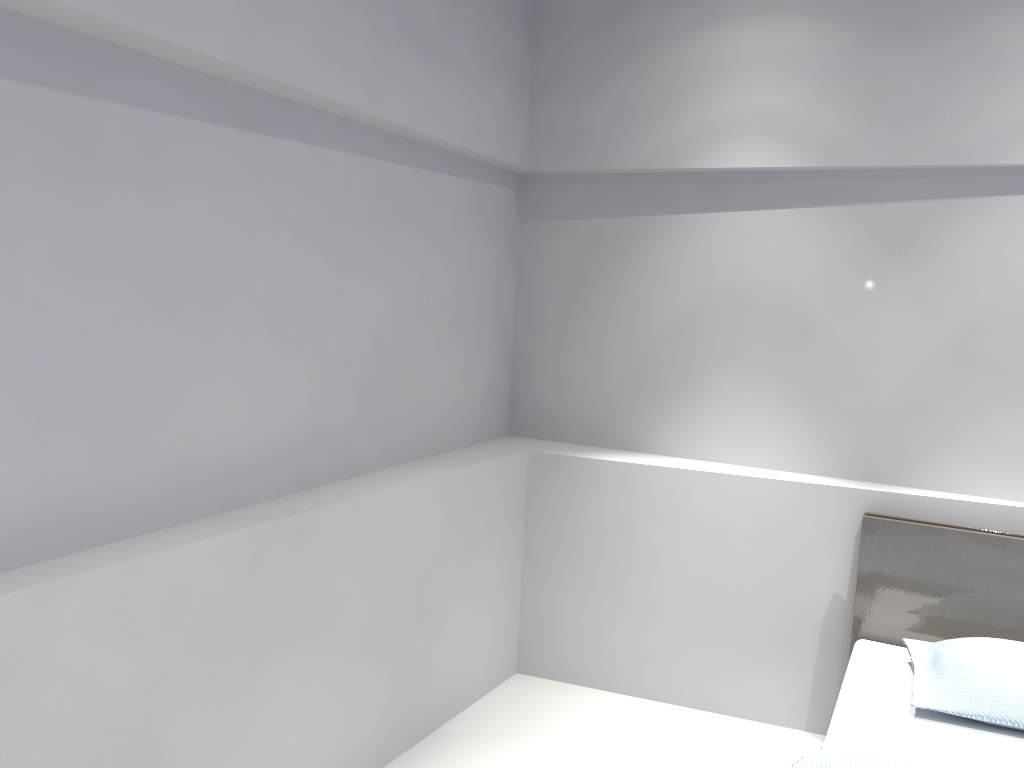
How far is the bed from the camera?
2.2 meters

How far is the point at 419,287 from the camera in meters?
3.1 m

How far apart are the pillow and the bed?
0.0 meters

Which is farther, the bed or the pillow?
the pillow

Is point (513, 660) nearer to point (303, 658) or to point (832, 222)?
point (303, 658)

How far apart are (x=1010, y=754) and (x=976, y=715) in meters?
0.1

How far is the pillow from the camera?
2.3m

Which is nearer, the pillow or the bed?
the bed

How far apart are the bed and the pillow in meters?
0.0 m

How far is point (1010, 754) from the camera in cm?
222
